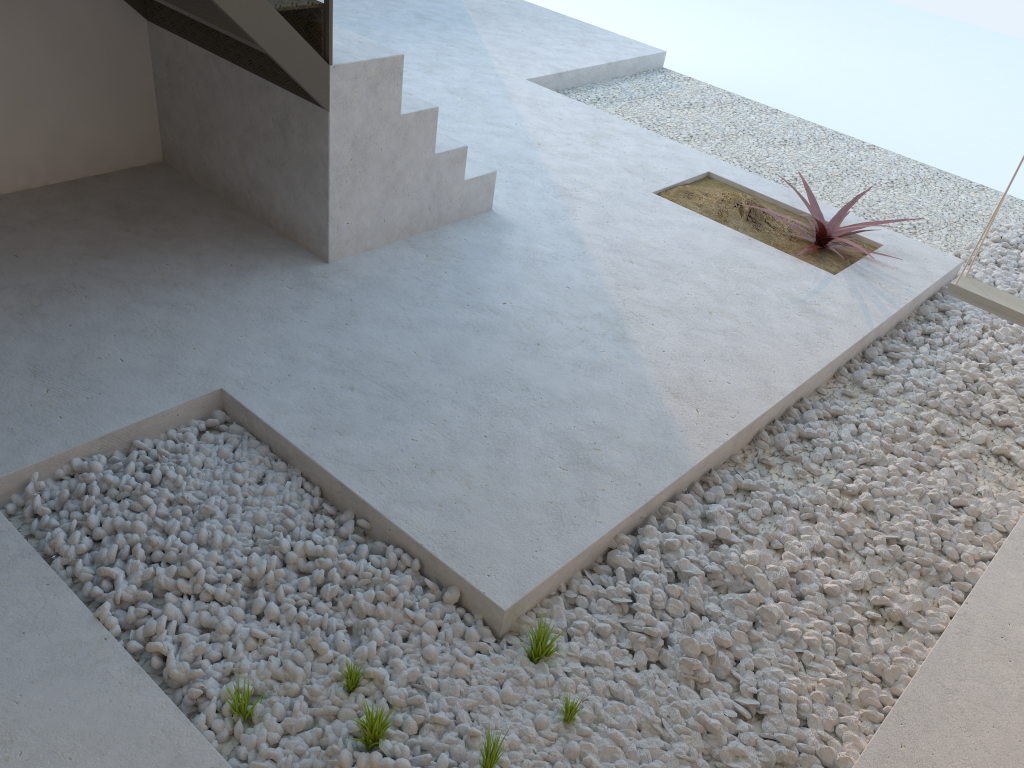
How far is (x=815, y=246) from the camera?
4.2 meters

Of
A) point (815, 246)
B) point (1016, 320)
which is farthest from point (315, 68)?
point (1016, 320)

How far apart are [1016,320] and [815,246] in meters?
1.2

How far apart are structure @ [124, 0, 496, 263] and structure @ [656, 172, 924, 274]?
1.04m

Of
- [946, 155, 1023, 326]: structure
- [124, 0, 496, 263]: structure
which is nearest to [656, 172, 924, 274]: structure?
[946, 155, 1023, 326]: structure

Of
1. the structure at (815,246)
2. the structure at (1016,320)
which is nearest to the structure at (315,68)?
the structure at (815,246)

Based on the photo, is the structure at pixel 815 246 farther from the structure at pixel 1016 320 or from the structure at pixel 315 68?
the structure at pixel 315 68

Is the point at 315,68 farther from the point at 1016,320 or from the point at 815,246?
the point at 1016,320

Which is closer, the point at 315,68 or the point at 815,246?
the point at 315,68

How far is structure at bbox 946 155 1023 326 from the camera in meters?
3.2
